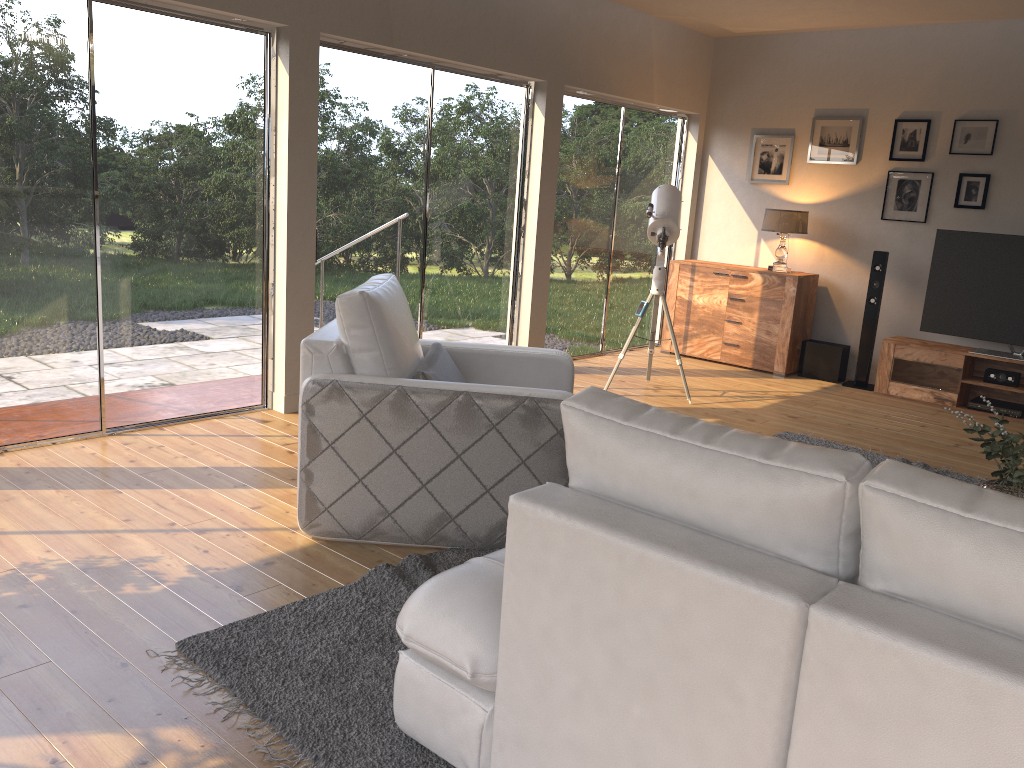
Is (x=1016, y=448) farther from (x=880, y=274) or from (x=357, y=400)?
(x=880, y=274)

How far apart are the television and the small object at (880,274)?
0.4m

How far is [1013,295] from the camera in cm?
634

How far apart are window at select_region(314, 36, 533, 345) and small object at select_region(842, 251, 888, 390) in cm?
277

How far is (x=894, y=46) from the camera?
6.9m

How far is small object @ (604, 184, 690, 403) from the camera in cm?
588

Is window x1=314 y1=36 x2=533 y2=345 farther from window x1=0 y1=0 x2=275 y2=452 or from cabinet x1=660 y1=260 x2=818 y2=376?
cabinet x1=660 y1=260 x2=818 y2=376

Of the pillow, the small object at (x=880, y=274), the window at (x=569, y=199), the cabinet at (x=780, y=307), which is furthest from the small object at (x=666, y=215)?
the pillow

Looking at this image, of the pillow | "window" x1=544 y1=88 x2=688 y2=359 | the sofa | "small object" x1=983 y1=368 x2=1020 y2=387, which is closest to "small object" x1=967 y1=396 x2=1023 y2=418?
"small object" x1=983 y1=368 x2=1020 y2=387

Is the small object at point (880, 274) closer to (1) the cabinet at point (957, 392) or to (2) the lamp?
(1) the cabinet at point (957, 392)
